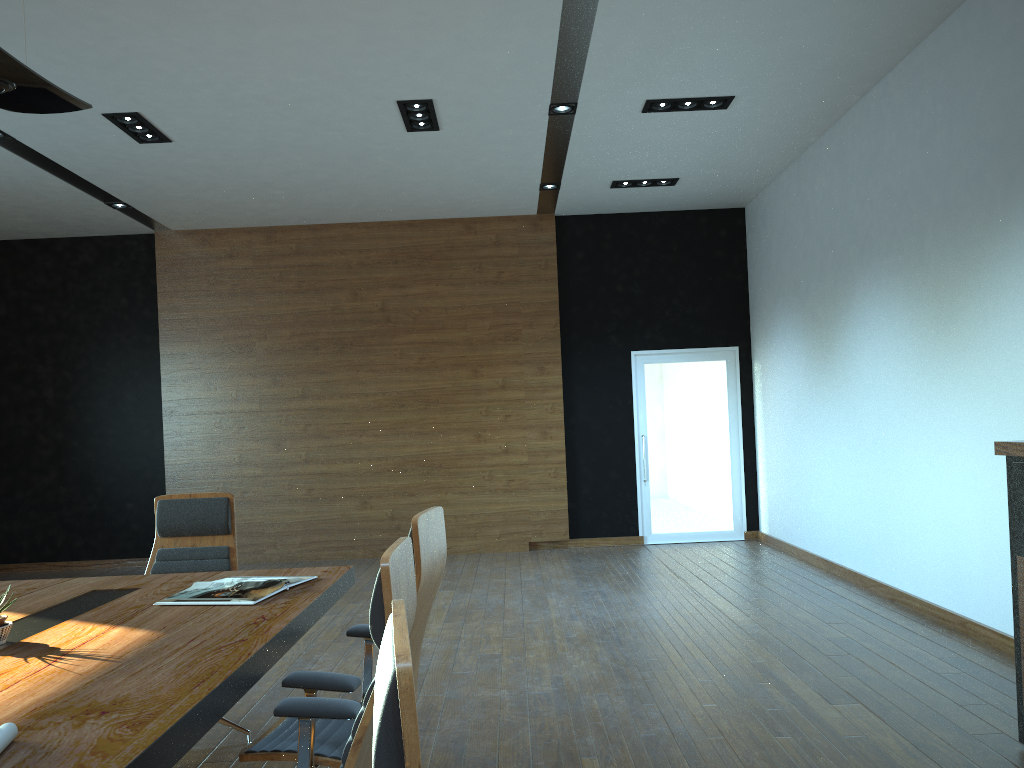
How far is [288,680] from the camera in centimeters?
254cm

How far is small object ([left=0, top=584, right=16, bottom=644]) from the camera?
2.63m

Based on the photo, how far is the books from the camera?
3.1 meters

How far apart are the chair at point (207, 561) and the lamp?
1.9m

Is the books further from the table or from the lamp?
the lamp

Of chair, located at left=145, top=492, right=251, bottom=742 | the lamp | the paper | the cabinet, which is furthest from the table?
the cabinet

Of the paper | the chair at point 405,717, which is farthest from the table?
the chair at point 405,717

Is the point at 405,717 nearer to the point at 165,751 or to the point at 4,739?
the point at 165,751

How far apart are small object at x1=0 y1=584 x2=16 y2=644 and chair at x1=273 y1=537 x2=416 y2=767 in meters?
1.0

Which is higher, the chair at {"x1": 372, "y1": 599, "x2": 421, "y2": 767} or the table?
the chair at {"x1": 372, "y1": 599, "x2": 421, "y2": 767}
